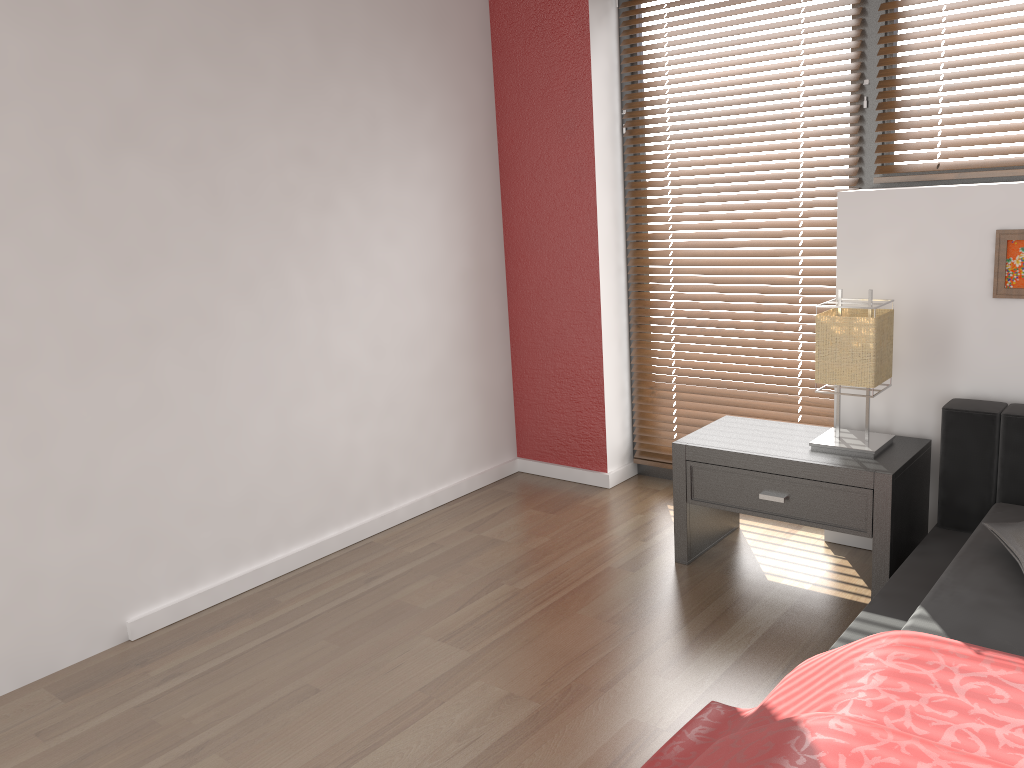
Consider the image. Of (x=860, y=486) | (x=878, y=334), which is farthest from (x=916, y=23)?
(x=860, y=486)

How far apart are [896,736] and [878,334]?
1.4 meters

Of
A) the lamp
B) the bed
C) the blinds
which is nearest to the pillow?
the bed

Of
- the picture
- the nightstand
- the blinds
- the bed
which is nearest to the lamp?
the nightstand

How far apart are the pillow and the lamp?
0.5 meters

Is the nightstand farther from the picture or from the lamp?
the picture

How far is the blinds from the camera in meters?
2.9

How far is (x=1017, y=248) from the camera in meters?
2.6 m

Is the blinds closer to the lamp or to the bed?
the lamp

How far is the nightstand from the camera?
2.6m
